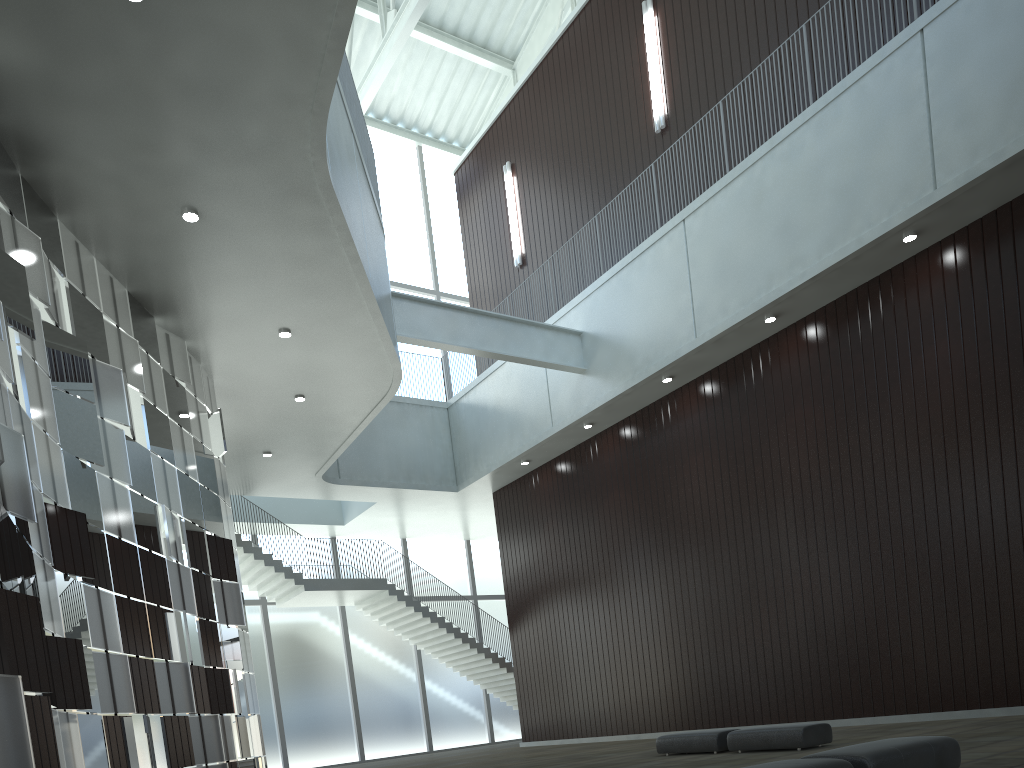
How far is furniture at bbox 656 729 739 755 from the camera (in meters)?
33.93

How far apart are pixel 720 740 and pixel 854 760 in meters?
18.0

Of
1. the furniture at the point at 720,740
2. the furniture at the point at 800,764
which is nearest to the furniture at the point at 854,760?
the furniture at the point at 800,764

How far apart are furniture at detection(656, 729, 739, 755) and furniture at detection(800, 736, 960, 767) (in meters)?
16.02

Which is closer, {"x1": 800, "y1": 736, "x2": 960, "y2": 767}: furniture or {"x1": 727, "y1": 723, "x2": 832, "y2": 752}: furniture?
{"x1": 800, "y1": 736, "x2": 960, "y2": 767}: furniture

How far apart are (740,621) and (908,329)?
18.8 meters

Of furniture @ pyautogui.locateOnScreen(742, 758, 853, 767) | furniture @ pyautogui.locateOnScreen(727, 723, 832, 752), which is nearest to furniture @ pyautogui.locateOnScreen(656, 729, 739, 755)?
furniture @ pyautogui.locateOnScreen(727, 723, 832, 752)

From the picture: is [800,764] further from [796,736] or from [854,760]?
[796,736]

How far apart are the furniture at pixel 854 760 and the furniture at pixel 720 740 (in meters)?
16.02

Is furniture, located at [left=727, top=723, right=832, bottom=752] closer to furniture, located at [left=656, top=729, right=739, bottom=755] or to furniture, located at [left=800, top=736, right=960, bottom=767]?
furniture, located at [left=656, top=729, right=739, bottom=755]
